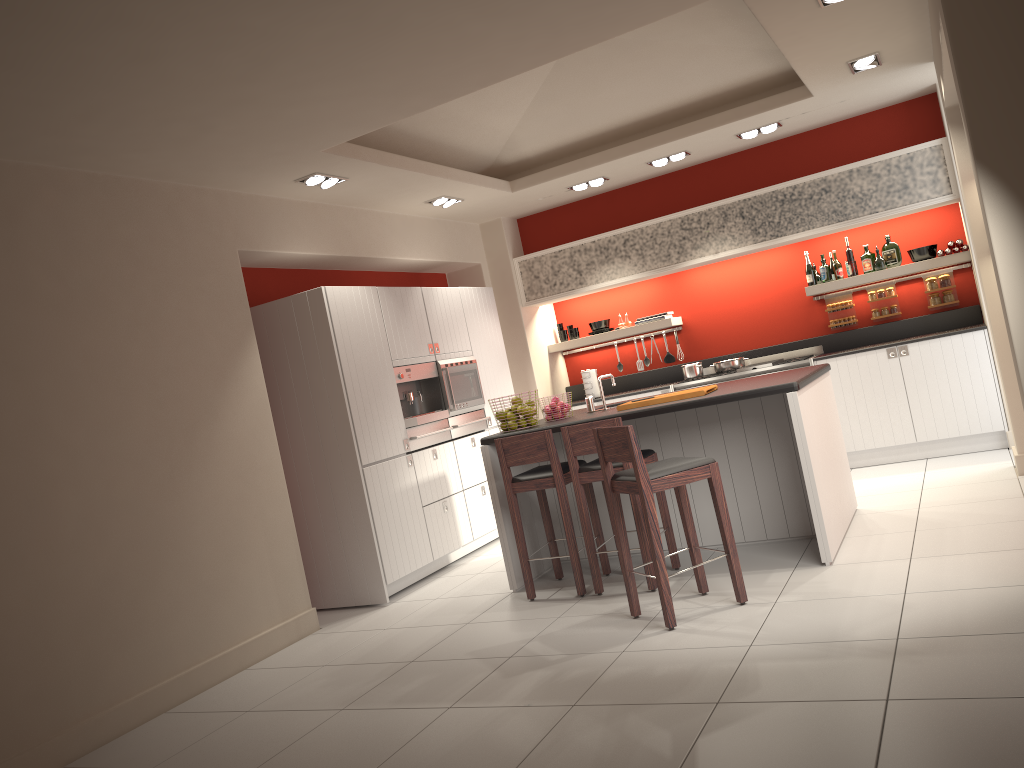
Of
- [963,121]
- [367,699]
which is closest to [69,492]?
[367,699]

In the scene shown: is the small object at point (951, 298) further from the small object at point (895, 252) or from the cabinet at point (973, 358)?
the cabinet at point (973, 358)

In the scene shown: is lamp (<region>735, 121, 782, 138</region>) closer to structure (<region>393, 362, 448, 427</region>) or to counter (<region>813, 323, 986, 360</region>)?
counter (<region>813, 323, 986, 360</region>)

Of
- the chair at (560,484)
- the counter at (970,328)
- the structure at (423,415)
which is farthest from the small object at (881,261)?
the structure at (423,415)

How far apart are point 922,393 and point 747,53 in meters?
3.1

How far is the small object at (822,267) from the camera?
8.1 meters

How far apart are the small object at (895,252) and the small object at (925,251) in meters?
0.1

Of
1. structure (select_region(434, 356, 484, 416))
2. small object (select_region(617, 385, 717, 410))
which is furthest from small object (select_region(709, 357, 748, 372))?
small object (select_region(617, 385, 717, 410))

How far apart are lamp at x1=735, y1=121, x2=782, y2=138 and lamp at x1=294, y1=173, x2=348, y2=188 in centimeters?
348cm

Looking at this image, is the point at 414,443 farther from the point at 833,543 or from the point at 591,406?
the point at 833,543
